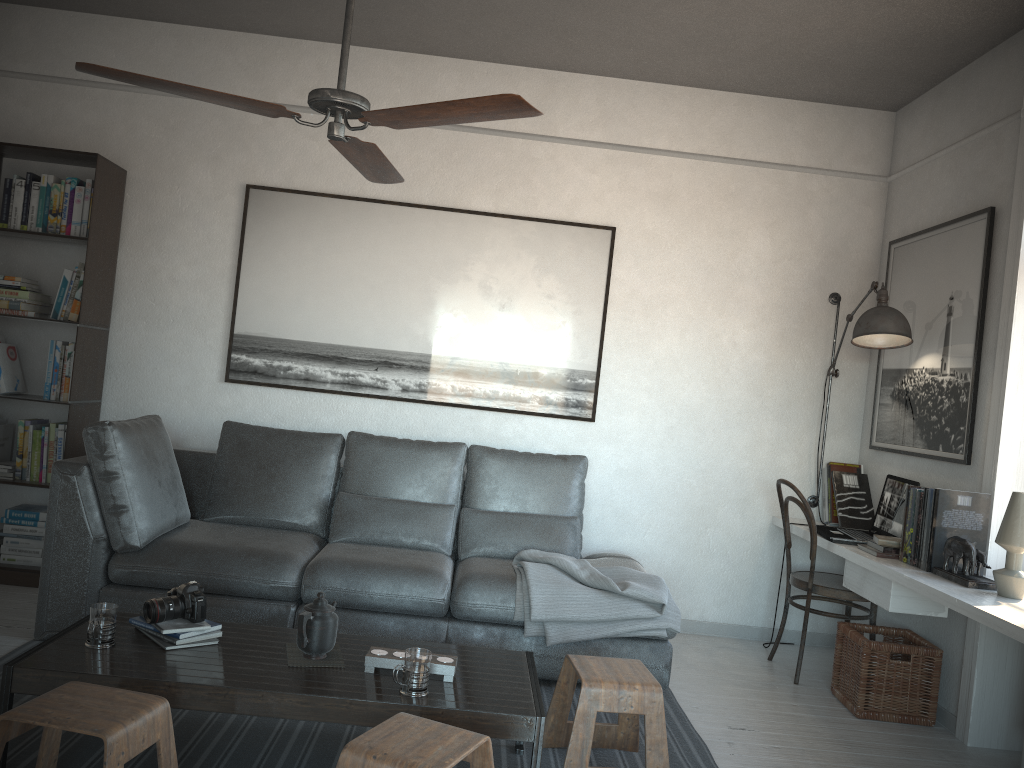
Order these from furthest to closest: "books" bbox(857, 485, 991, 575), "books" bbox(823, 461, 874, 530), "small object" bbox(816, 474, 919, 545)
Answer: "books" bbox(823, 461, 874, 530), "small object" bbox(816, 474, 919, 545), "books" bbox(857, 485, 991, 575)

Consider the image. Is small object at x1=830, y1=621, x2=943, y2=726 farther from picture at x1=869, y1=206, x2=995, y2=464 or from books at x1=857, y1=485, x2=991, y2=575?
picture at x1=869, y1=206, x2=995, y2=464

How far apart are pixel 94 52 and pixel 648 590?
3.89m

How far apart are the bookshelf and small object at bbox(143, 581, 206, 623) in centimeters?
189cm

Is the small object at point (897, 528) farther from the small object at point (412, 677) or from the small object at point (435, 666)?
the small object at point (412, 677)

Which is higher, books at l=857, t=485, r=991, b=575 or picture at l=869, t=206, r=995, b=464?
picture at l=869, t=206, r=995, b=464

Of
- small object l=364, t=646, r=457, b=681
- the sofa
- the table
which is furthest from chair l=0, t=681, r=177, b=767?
the sofa

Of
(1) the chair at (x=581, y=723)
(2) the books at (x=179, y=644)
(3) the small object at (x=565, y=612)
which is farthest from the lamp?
(2) the books at (x=179, y=644)

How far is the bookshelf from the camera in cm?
428

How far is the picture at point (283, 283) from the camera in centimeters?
464cm
